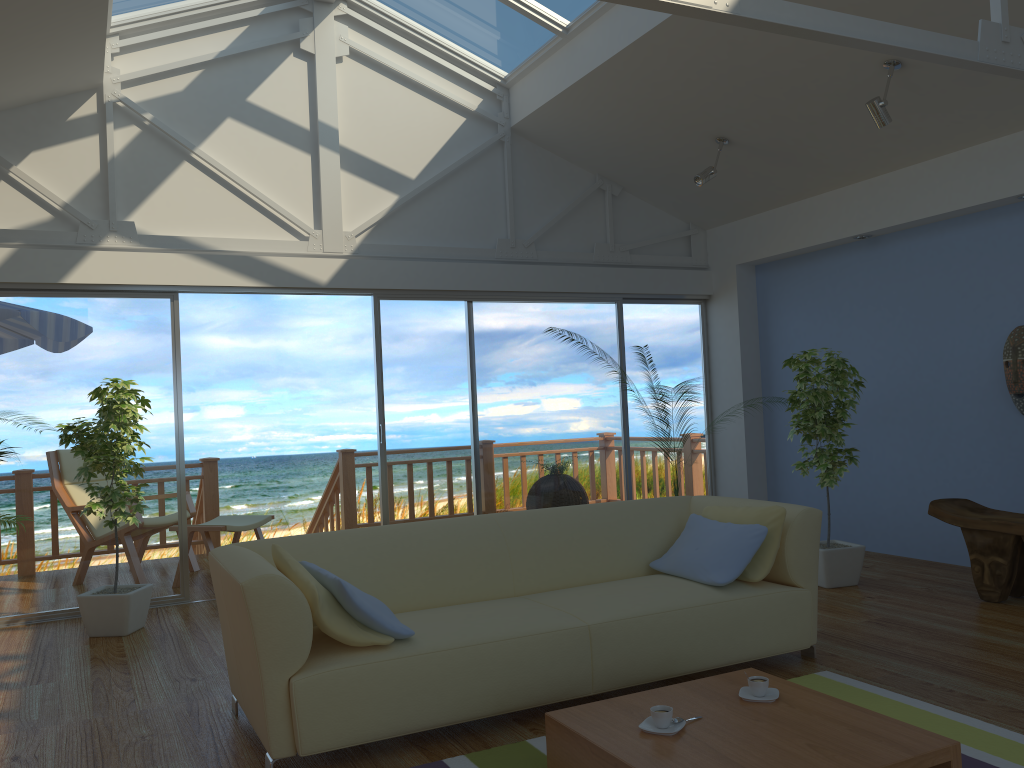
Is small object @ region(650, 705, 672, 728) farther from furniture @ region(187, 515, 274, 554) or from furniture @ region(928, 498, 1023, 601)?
furniture @ region(187, 515, 274, 554)

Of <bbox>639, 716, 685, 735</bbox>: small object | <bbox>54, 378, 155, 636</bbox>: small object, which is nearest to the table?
<bbox>639, 716, 685, 735</bbox>: small object

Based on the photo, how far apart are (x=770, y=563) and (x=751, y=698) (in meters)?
1.08

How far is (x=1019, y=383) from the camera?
5.13m

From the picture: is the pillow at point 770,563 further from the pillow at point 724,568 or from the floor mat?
the floor mat

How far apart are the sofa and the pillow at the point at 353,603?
0.04m

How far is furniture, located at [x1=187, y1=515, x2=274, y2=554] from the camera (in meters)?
6.04

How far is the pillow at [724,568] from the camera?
3.6 meters

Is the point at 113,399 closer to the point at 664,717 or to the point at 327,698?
the point at 327,698

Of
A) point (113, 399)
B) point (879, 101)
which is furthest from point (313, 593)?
point (879, 101)
